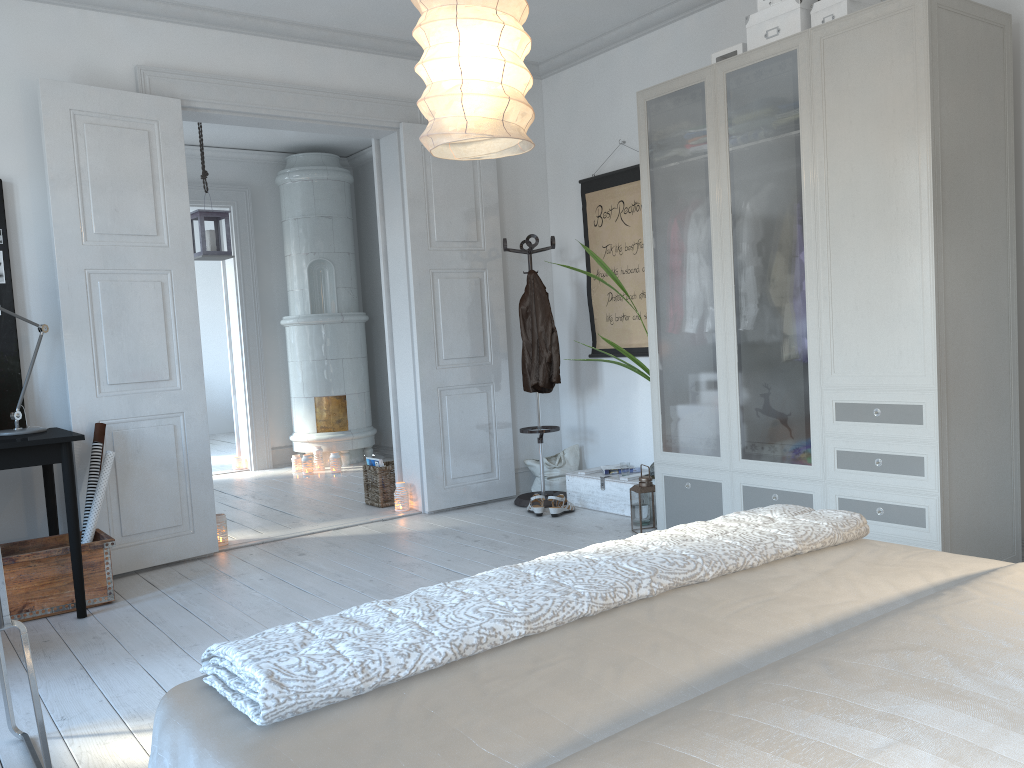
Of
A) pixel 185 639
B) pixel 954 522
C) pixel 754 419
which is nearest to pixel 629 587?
pixel 954 522

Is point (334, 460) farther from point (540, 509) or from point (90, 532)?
point (90, 532)

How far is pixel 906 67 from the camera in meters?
3.2 m

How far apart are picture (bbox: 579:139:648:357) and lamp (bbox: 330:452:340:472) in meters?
2.7

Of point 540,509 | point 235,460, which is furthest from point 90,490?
point 235,460

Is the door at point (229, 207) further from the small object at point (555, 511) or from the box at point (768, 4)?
the box at point (768, 4)

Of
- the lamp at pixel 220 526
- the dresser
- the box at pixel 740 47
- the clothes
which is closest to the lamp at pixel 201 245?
the lamp at pixel 220 526

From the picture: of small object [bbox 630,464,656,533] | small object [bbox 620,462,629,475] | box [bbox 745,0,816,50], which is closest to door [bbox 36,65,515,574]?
small object [bbox 620,462,629,475]

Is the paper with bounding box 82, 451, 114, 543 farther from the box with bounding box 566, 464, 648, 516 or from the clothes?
the box with bounding box 566, 464, 648, 516

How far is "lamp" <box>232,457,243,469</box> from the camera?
7.9 meters
